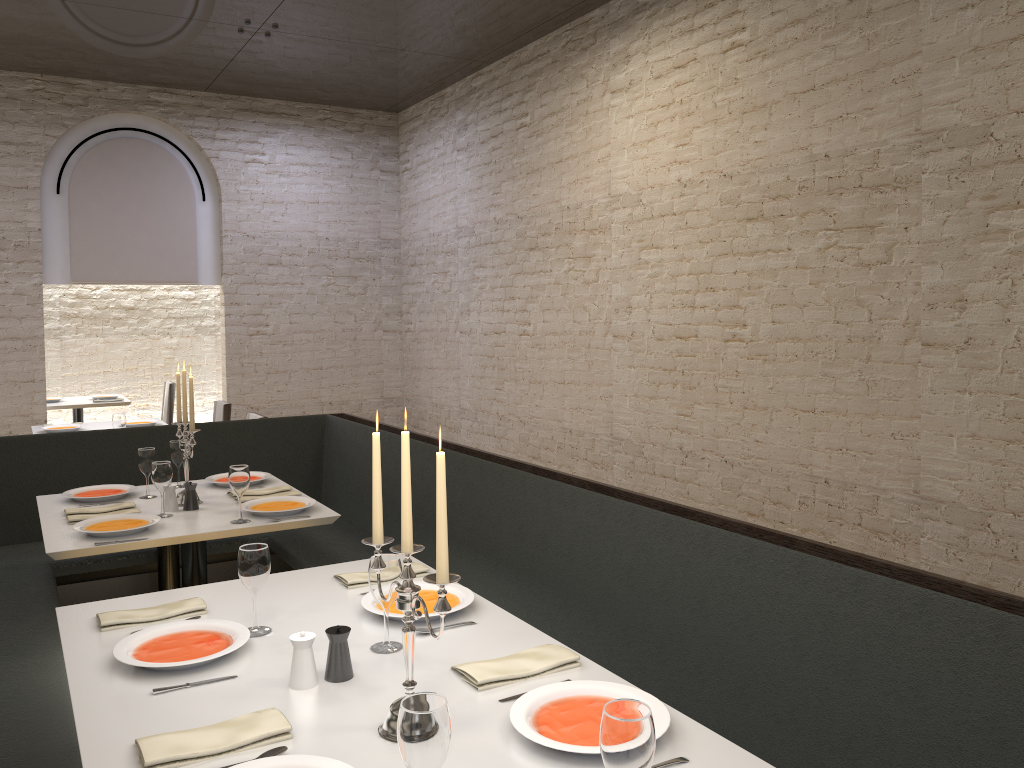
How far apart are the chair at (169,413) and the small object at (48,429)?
2.7m

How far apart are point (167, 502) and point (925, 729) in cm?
309

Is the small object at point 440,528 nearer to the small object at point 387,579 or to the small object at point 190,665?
the small object at point 387,579

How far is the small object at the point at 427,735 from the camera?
1.37m

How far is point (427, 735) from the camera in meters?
1.4

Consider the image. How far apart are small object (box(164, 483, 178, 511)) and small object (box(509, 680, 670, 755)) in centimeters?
247cm

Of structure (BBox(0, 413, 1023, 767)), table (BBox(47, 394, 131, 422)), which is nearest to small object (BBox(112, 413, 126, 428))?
structure (BBox(0, 413, 1023, 767))

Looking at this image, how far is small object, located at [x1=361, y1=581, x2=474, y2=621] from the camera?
2.5m

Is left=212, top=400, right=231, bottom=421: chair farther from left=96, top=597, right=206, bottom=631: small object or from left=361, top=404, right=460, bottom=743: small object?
left=361, top=404, right=460, bottom=743: small object

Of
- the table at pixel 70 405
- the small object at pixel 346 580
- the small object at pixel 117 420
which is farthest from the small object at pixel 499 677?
the table at pixel 70 405
